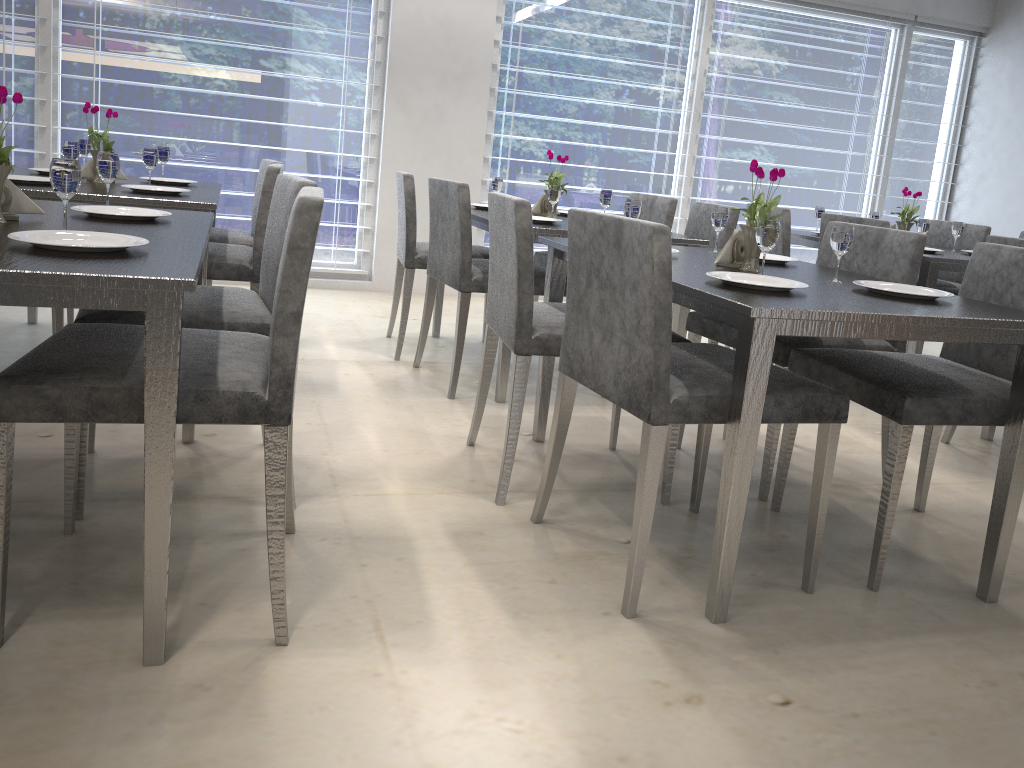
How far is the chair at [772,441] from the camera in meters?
2.4 m

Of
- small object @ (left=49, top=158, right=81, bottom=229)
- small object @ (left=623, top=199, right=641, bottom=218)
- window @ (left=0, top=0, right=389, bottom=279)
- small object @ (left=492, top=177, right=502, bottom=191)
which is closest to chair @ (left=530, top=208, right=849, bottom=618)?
small object @ (left=623, top=199, right=641, bottom=218)

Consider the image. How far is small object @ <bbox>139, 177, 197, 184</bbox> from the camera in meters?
3.3 m

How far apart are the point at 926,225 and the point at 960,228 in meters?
0.2 m

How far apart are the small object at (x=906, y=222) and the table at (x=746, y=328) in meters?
1.9 m

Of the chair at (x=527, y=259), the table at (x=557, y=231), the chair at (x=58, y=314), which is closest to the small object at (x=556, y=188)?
the table at (x=557, y=231)

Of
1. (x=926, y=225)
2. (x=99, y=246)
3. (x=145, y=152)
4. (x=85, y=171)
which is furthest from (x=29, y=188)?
(x=926, y=225)

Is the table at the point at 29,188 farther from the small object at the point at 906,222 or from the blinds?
the blinds

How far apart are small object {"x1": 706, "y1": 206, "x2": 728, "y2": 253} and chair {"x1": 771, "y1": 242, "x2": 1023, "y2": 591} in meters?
0.5

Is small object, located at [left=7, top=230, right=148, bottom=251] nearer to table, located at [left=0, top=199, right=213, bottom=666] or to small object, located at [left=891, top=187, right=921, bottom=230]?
table, located at [left=0, top=199, right=213, bottom=666]
